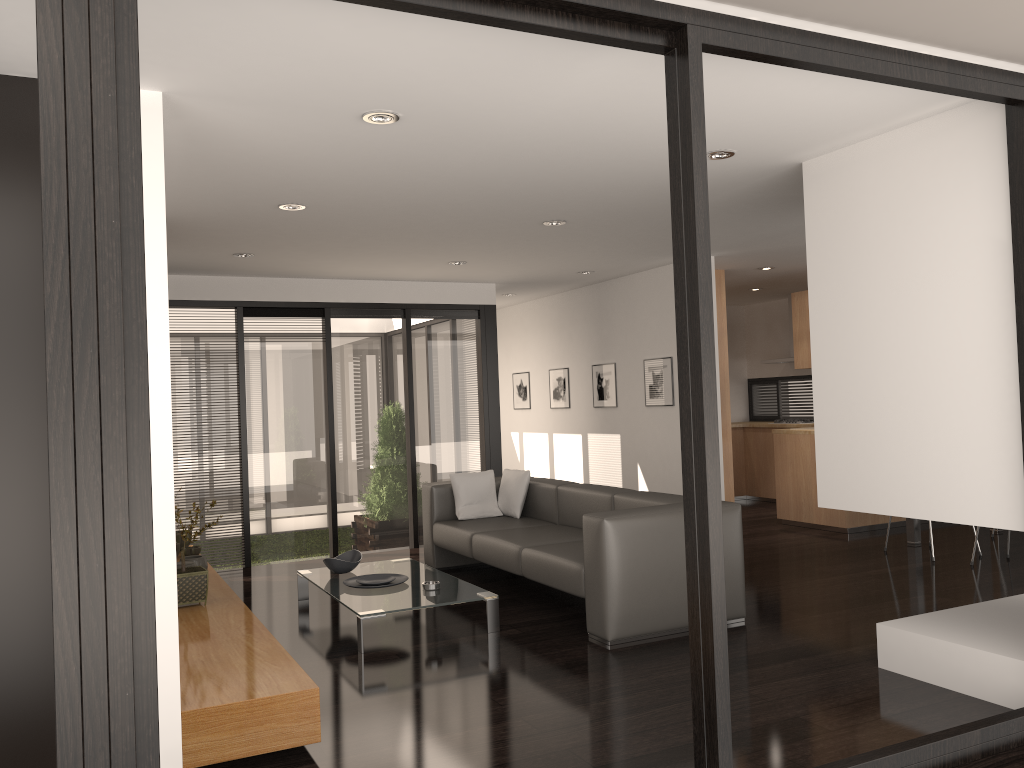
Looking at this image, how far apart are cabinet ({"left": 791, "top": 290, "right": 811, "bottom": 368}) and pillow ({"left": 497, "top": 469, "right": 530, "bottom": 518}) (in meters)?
3.11

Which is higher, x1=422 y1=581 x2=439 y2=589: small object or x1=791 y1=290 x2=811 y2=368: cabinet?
x1=791 y1=290 x2=811 y2=368: cabinet

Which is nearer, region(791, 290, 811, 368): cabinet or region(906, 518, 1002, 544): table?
region(906, 518, 1002, 544): table

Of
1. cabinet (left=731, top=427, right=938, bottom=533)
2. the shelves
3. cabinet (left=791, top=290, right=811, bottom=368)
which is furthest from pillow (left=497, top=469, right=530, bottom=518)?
cabinet (left=791, top=290, right=811, bottom=368)

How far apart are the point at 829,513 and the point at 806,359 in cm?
142

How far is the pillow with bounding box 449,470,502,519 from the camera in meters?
6.8

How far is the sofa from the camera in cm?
458

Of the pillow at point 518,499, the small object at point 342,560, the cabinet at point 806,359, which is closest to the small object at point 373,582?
the small object at point 342,560

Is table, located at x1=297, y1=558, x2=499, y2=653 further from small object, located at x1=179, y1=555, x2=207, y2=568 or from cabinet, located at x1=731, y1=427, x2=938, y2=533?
cabinet, located at x1=731, y1=427, x2=938, y2=533

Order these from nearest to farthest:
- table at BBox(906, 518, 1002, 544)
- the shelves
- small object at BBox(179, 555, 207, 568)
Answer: the shelves < small object at BBox(179, 555, 207, 568) < table at BBox(906, 518, 1002, 544)
